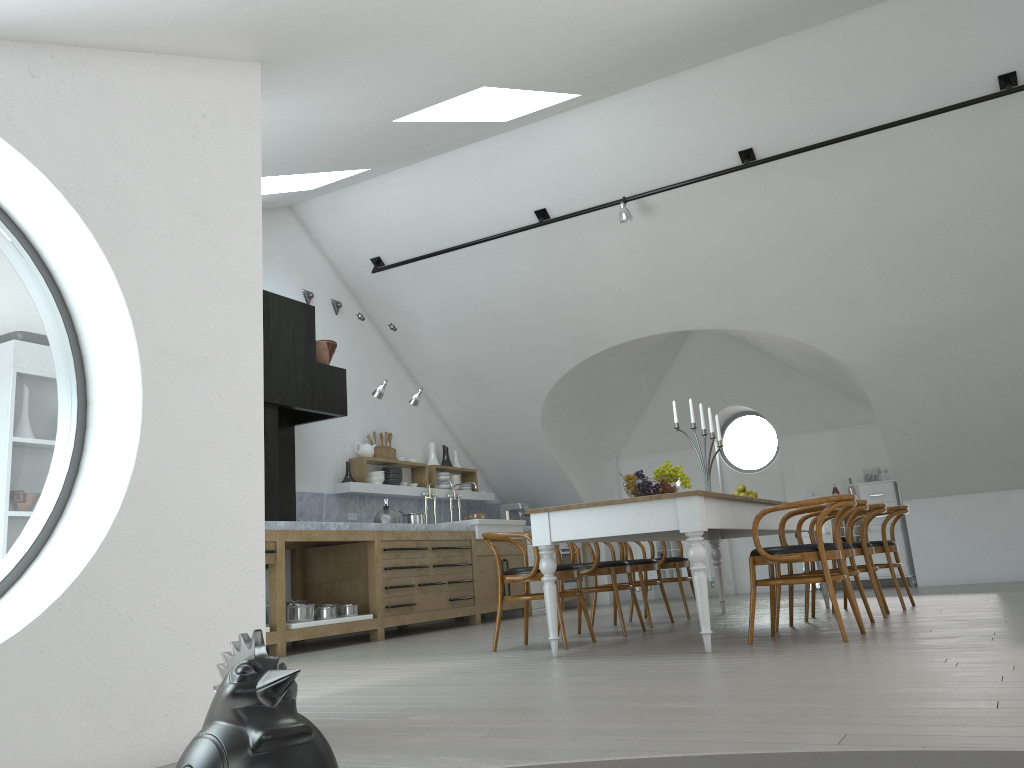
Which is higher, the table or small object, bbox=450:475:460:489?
small object, bbox=450:475:460:489

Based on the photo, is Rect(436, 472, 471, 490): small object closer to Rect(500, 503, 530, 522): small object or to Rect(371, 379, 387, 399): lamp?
Rect(500, 503, 530, 522): small object

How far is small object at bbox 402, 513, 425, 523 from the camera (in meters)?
8.50

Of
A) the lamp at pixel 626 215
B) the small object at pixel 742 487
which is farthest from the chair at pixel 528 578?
the lamp at pixel 626 215

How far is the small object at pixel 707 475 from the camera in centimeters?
630cm

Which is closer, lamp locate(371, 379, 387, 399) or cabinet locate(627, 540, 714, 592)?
lamp locate(371, 379, 387, 399)

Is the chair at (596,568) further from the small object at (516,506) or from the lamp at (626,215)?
the small object at (516,506)

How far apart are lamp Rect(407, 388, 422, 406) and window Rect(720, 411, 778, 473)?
4.8 meters

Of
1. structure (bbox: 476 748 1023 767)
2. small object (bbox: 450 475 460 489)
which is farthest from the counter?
structure (bbox: 476 748 1023 767)

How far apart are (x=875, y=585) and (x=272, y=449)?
4.6 meters
